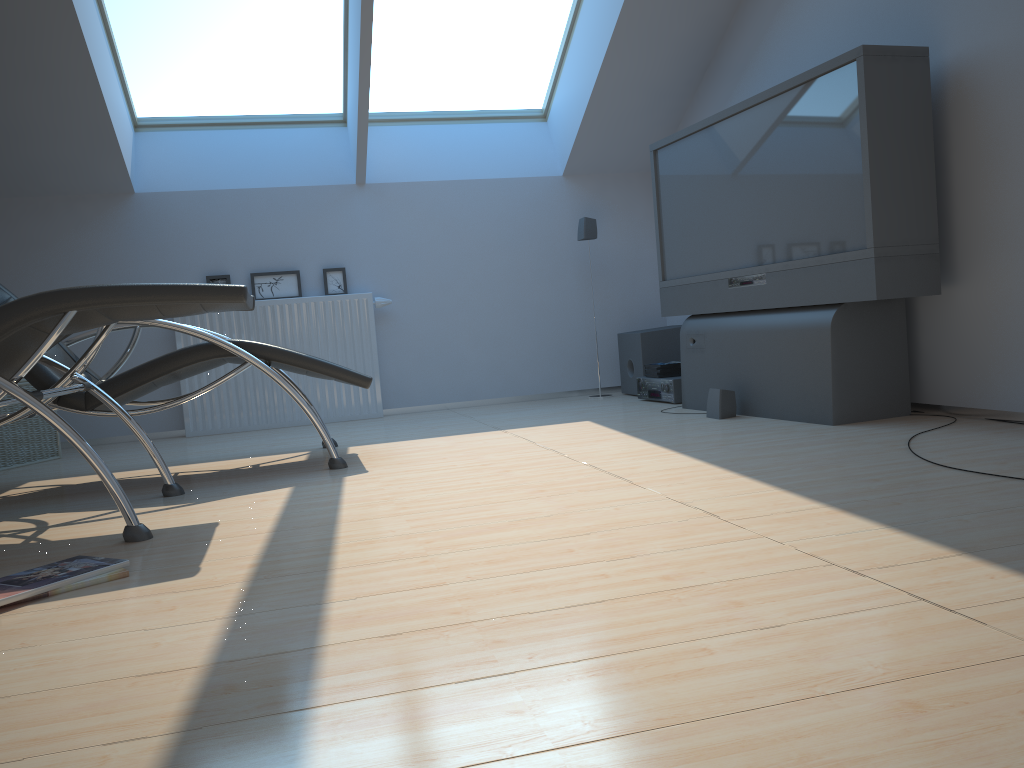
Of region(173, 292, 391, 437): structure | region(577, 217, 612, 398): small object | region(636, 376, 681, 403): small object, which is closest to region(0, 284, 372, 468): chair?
region(173, 292, 391, 437): structure

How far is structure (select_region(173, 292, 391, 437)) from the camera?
5.41m

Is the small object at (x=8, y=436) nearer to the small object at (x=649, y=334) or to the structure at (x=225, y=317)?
the structure at (x=225, y=317)

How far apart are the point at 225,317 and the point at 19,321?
3.0m

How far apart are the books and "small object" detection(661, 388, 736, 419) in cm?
93

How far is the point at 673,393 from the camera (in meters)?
4.98

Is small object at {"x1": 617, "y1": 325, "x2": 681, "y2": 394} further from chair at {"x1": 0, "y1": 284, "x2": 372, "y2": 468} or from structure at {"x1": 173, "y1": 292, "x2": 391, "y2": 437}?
chair at {"x1": 0, "y1": 284, "x2": 372, "y2": 468}

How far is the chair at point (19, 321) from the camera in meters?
2.4

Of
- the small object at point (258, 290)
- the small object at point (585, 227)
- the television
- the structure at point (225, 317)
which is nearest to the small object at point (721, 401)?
the television

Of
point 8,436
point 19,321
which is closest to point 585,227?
point 8,436
